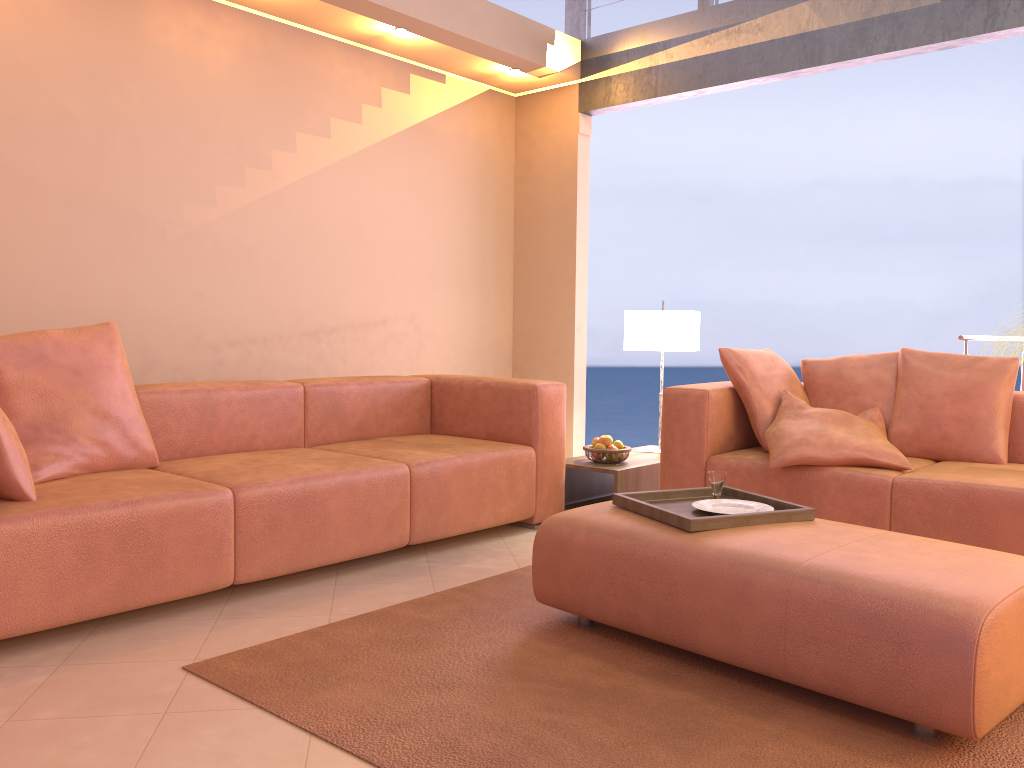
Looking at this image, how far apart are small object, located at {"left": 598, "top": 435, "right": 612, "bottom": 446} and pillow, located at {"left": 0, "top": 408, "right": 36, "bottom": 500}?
2.50m

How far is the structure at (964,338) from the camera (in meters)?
4.33

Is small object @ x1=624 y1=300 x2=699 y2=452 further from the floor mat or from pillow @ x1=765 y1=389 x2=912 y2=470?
the floor mat

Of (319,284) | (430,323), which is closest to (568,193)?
(430,323)

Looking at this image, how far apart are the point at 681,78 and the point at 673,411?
2.3m

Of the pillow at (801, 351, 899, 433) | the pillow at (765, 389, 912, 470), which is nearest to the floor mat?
the pillow at (765, 389, 912, 470)

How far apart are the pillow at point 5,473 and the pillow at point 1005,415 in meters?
3.2 m

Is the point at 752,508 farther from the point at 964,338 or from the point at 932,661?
the point at 964,338

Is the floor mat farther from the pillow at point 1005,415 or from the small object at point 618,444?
the pillow at point 1005,415

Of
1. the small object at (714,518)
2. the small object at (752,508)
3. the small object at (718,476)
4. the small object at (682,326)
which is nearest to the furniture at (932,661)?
the small object at (714,518)
